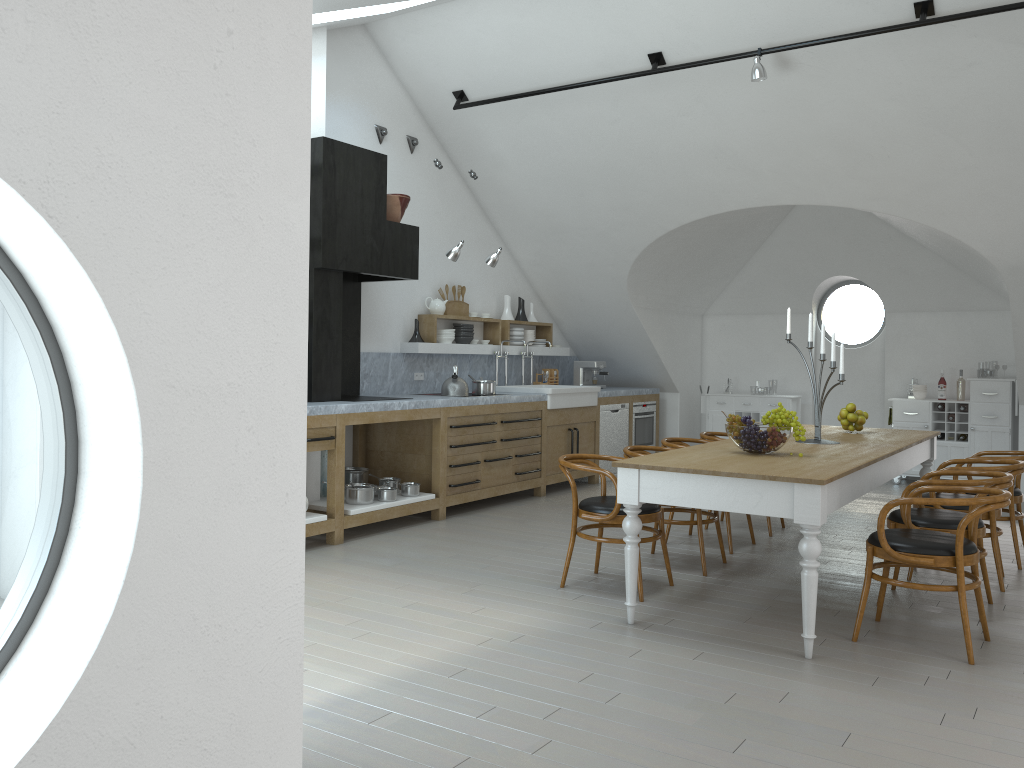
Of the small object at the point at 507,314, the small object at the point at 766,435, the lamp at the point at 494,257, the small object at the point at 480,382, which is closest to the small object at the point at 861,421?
the small object at the point at 766,435

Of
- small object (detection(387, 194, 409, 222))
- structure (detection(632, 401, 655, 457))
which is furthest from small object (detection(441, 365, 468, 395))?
structure (detection(632, 401, 655, 457))

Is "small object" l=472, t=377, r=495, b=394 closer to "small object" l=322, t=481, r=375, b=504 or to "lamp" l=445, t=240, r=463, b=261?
"lamp" l=445, t=240, r=463, b=261

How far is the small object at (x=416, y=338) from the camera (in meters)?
8.03

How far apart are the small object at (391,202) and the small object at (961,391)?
6.20m

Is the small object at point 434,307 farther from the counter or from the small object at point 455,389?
the small object at point 455,389

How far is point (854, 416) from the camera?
6.2m

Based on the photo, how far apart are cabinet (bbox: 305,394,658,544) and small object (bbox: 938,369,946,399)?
3.08m

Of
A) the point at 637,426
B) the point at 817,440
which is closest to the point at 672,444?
the point at 817,440

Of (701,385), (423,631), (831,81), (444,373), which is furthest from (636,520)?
(701,385)
